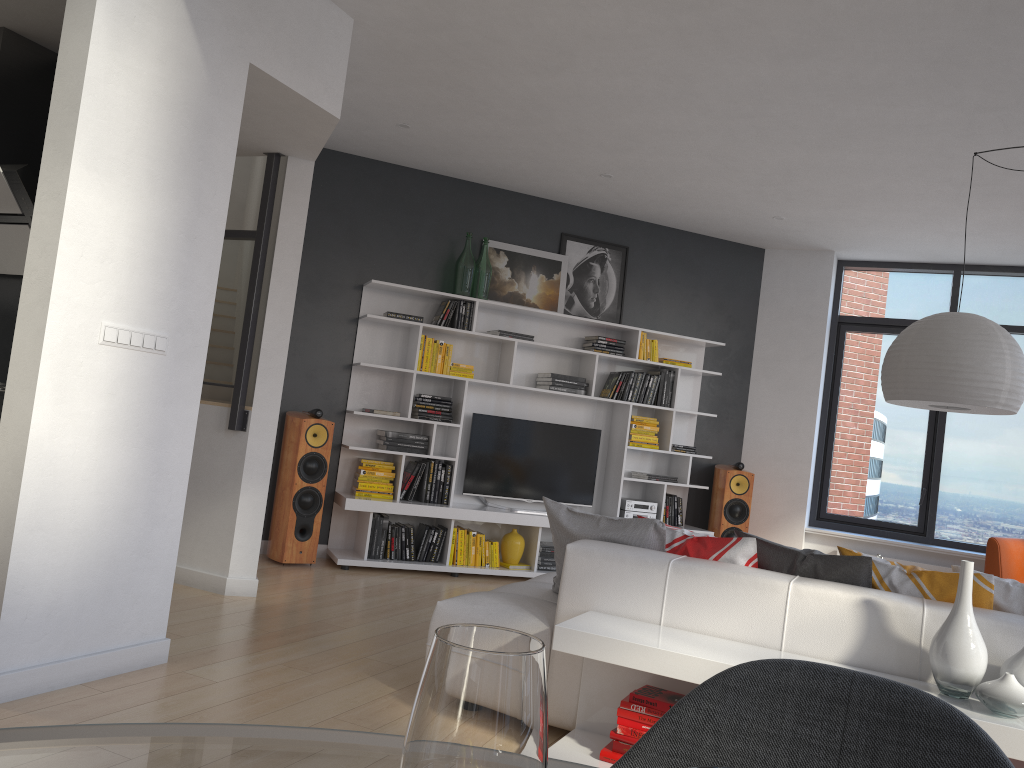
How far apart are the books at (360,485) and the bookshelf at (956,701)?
3.5m

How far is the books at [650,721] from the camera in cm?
287

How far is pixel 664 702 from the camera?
2.9m

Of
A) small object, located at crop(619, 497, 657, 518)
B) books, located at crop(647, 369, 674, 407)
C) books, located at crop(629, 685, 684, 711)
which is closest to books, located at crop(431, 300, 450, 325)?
books, located at crop(647, 369, 674, 407)

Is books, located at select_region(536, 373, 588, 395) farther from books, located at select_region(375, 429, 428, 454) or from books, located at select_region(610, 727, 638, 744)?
books, located at select_region(610, 727, 638, 744)

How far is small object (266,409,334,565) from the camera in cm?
601

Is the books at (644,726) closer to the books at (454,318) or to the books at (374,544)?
the books at (374,544)

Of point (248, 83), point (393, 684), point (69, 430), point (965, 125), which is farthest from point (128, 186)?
point (965, 125)

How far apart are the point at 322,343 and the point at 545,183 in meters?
2.1

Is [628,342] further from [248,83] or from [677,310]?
[248,83]
